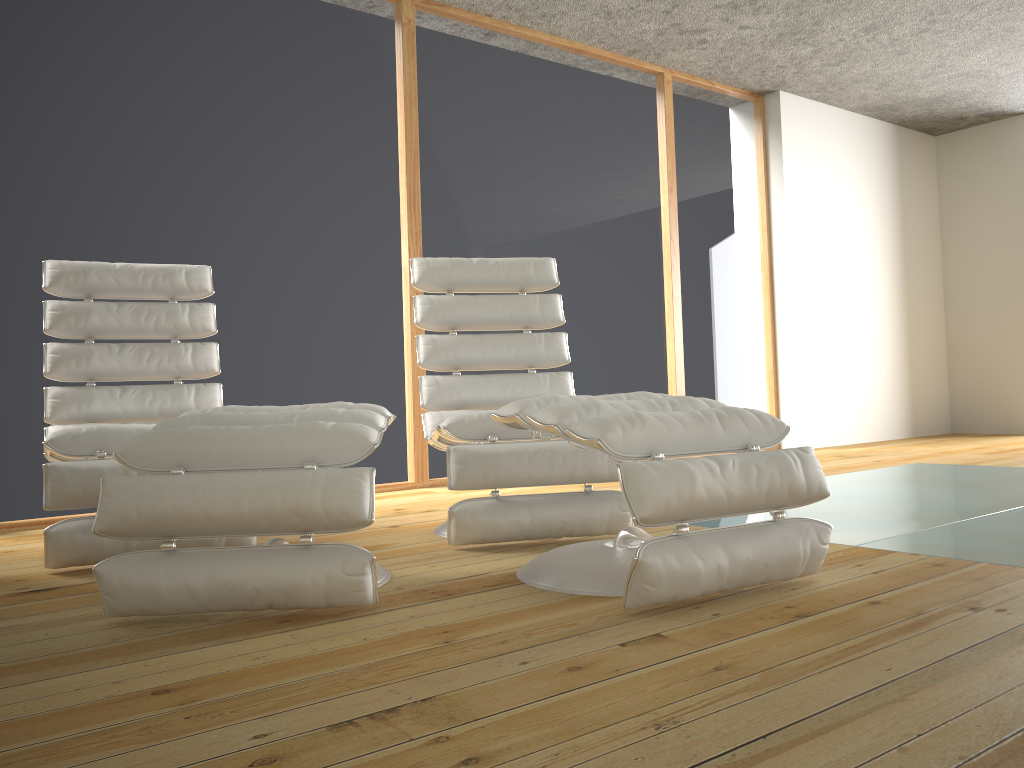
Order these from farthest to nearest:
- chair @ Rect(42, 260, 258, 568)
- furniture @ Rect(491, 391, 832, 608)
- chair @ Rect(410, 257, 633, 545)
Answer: chair @ Rect(410, 257, 633, 545), chair @ Rect(42, 260, 258, 568), furniture @ Rect(491, 391, 832, 608)

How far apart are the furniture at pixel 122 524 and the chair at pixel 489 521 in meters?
0.3

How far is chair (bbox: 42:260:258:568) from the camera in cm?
239

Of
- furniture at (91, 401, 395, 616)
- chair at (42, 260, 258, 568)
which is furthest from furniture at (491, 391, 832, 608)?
chair at (42, 260, 258, 568)

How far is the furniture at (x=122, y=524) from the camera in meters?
1.8

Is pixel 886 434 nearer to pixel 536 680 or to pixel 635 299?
pixel 635 299

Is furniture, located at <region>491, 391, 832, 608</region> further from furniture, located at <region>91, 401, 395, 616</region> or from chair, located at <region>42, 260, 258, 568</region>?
chair, located at <region>42, 260, 258, 568</region>

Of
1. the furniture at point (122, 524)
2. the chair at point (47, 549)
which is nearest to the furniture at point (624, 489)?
the furniture at point (122, 524)

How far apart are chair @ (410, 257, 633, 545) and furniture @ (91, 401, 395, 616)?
0.3m

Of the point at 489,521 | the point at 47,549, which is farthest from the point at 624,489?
the point at 47,549
